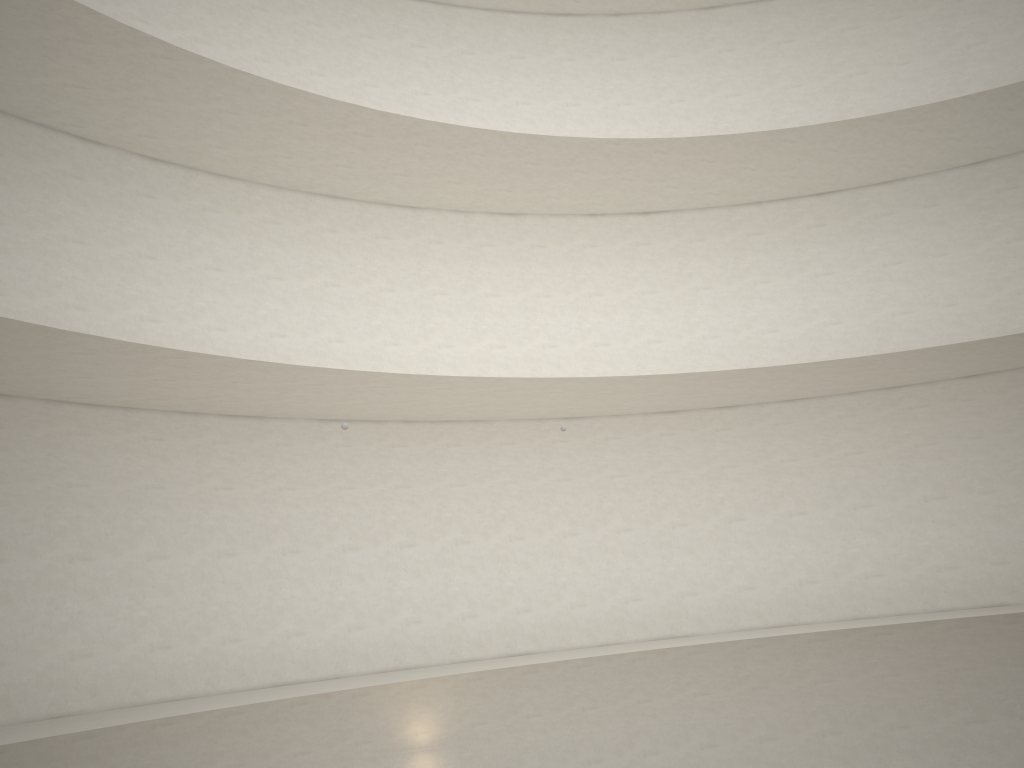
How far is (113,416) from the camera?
12.6 meters
